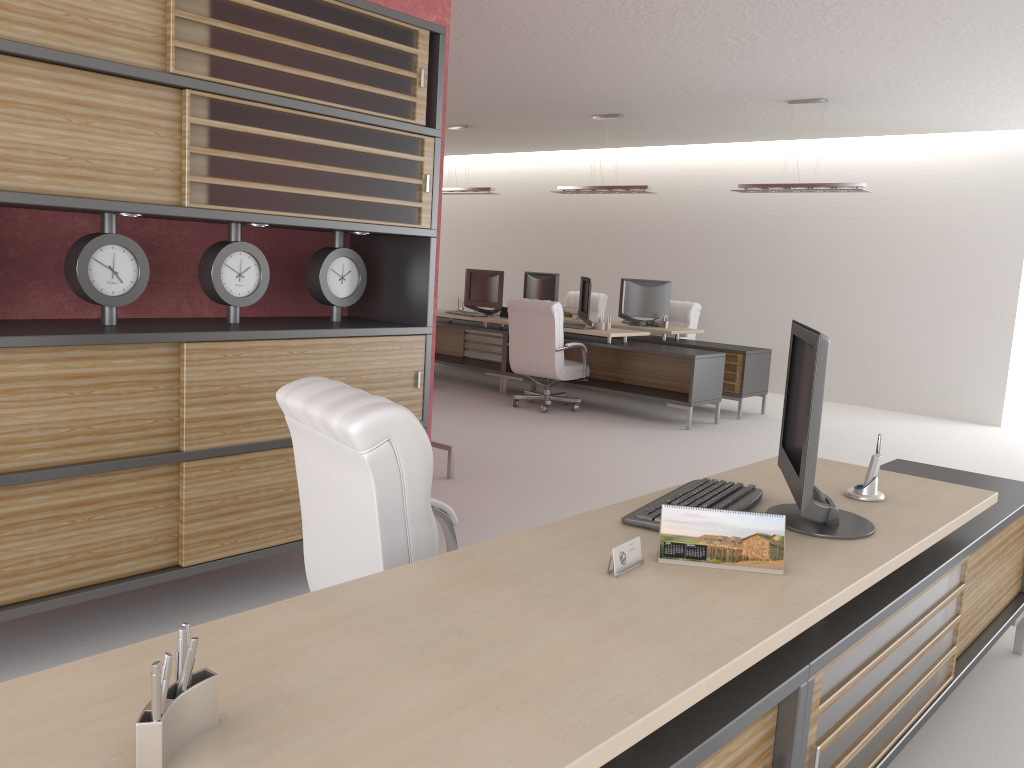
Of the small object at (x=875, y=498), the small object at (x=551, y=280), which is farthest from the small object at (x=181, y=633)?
the small object at (x=551, y=280)

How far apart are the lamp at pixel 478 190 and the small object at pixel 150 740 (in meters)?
14.73

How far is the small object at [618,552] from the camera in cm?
278

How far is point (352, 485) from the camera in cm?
332

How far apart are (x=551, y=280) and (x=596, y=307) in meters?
1.8 m

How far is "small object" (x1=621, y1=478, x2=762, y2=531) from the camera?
3.3 meters

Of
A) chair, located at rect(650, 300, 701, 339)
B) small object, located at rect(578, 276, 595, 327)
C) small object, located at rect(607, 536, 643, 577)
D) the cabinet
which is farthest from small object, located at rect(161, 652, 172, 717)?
chair, located at rect(650, 300, 701, 339)

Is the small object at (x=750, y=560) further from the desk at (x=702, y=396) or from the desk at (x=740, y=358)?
the desk at (x=740, y=358)

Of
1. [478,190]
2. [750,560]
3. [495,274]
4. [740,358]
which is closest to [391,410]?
[750,560]

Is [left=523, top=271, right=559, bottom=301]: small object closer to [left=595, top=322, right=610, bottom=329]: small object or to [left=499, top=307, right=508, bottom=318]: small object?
[left=499, top=307, right=508, bottom=318]: small object
